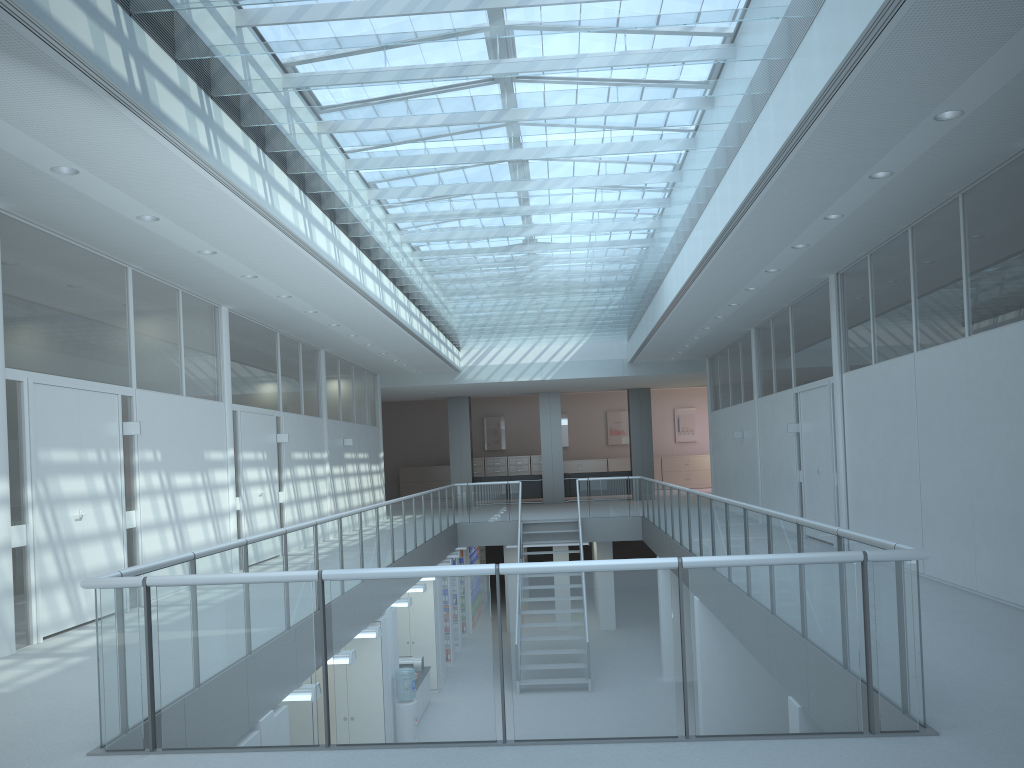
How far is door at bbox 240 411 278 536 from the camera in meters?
10.6

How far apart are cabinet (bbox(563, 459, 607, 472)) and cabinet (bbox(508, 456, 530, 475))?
1.2 meters

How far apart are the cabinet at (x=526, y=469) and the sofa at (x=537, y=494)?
4.61m

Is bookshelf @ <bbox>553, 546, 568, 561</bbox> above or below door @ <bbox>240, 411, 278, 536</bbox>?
below

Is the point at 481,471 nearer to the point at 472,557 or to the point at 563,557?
the point at 472,557

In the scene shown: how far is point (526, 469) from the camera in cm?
2729

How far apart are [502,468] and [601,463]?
3.1m

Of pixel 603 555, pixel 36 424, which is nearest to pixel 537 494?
pixel 603 555

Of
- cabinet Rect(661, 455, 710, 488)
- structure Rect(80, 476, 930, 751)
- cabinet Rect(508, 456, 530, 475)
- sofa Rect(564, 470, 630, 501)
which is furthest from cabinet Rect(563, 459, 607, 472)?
structure Rect(80, 476, 930, 751)

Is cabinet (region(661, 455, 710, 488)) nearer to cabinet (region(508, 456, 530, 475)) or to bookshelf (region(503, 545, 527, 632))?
cabinet (region(508, 456, 530, 475))
